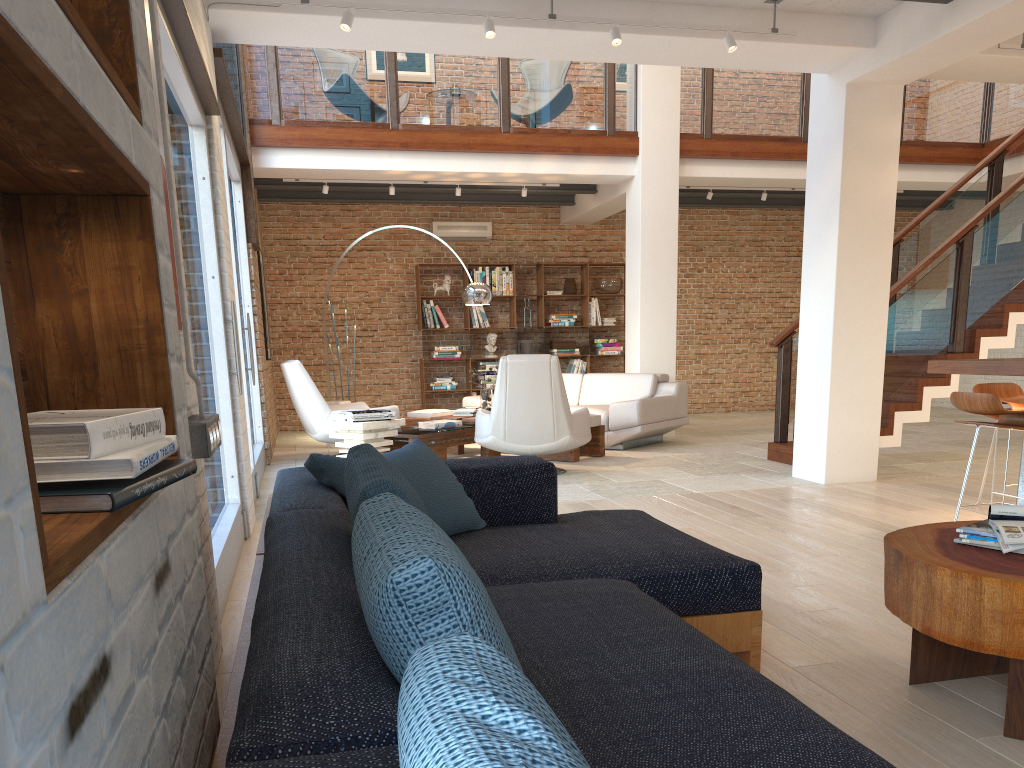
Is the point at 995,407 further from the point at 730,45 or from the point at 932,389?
the point at 932,389

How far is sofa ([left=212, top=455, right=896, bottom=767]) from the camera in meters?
1.0

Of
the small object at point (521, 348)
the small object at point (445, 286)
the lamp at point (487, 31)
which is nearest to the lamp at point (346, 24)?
the lamp at point (487, 31)

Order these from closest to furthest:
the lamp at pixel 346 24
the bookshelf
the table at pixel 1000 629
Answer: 1. the table at pixel 1000 629
2. the lamp at pixel 346 24
3. the bookshelf

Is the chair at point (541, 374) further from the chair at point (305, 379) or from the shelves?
the shelves

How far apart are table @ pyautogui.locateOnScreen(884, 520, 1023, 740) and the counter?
2.1m

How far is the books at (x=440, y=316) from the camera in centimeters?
1225cm

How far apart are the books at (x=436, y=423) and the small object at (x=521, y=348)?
4.4 meters

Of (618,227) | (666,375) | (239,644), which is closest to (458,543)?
(239,644)

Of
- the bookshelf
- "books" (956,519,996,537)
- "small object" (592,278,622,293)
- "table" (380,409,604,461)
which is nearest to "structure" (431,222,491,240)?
the bookshelf
